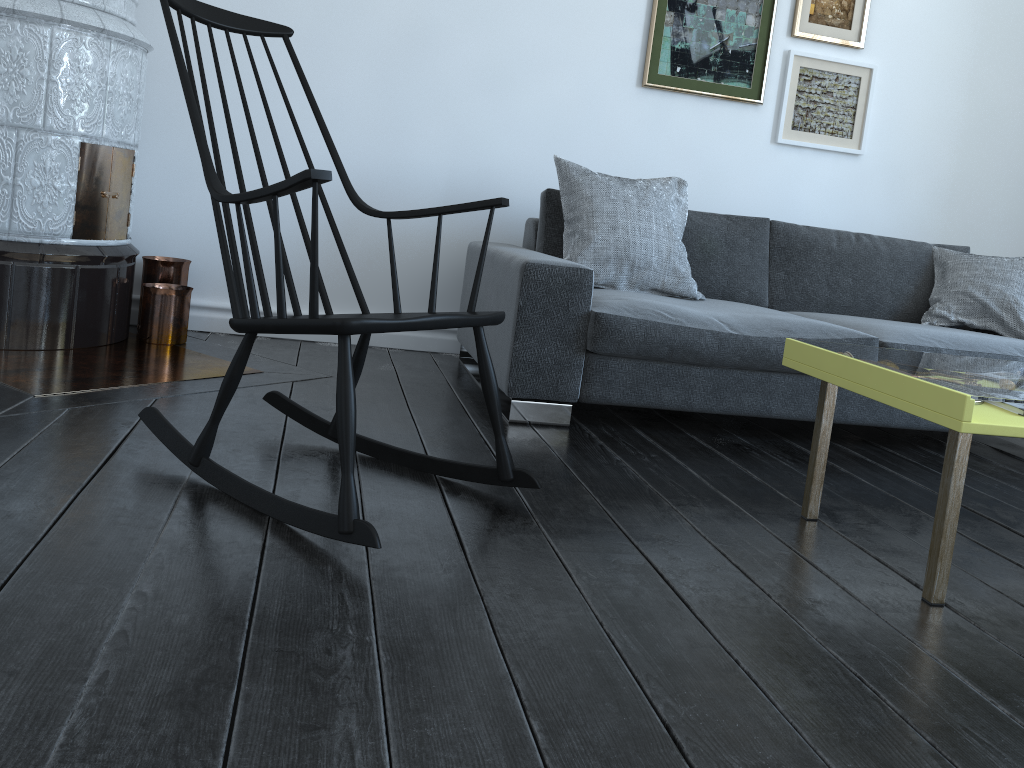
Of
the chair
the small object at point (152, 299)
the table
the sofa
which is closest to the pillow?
the sofa

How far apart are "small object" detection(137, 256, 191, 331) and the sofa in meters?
1.0 m

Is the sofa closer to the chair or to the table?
the table

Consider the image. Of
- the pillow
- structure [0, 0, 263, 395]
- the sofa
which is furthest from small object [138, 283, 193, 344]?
the pillow

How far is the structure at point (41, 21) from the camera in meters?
2.6 m

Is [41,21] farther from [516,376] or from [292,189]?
[516,376]

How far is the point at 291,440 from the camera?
2.2 meters

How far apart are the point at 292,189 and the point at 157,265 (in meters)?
1.92

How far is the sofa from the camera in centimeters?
257cm

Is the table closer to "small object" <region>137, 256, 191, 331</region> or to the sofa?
the sofa
